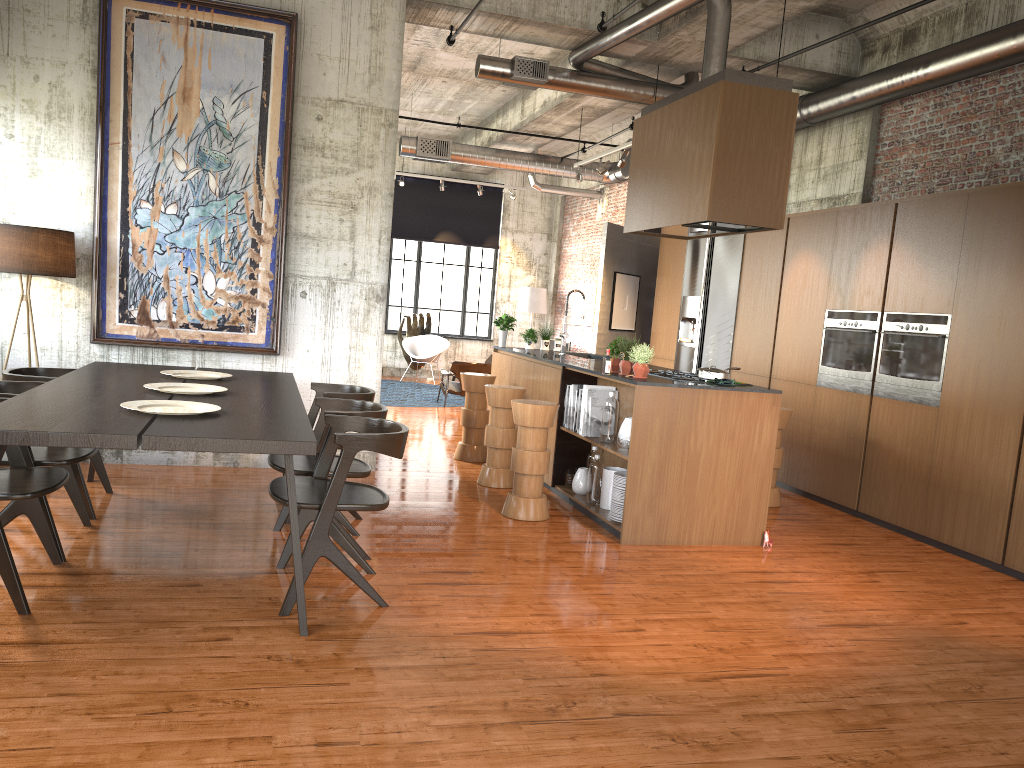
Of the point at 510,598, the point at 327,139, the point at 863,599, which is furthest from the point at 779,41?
the point at 510,598

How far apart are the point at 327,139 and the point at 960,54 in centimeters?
592cm

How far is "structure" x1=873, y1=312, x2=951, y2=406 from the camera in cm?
764

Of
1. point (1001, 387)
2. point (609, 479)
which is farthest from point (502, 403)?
point (1001, 387)

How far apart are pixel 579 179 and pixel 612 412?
6.15m

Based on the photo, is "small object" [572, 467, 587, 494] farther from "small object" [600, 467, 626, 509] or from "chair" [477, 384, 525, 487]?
"chair" [477, 384, 525, 487]

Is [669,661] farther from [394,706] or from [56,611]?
[56,611]

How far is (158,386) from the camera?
5.92m

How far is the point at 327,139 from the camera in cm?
840

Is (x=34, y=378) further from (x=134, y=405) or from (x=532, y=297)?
(x=532, y=297)
